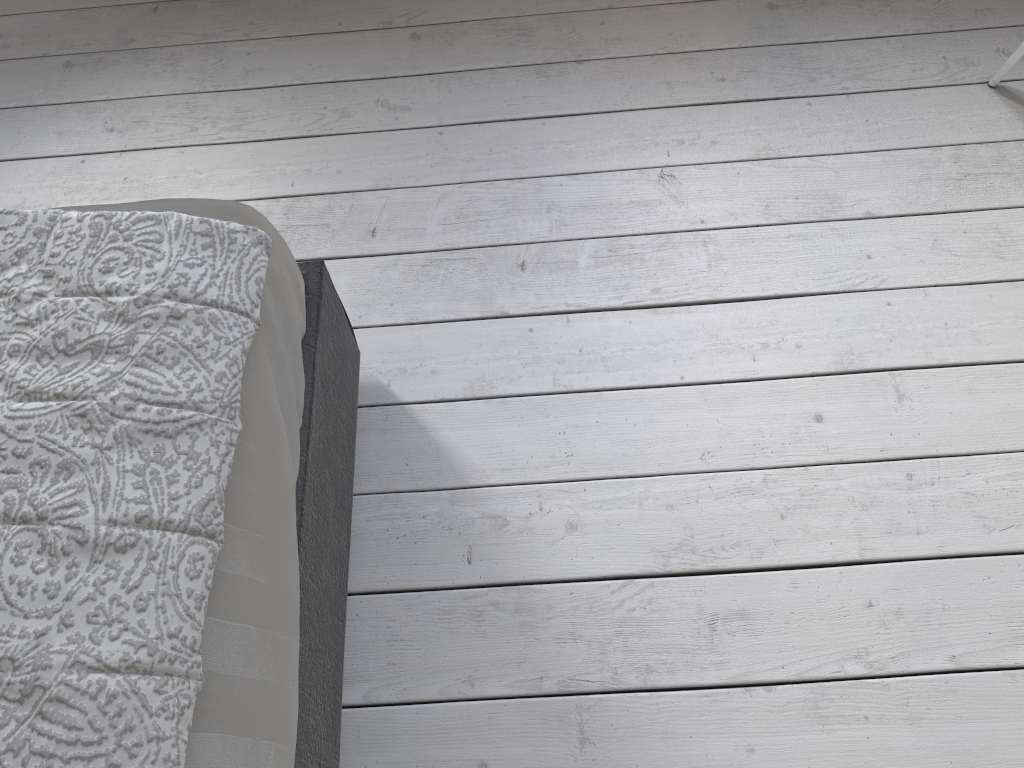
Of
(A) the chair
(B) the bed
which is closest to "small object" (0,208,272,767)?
(B) the bed

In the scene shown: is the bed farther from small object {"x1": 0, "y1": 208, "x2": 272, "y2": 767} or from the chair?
the chair

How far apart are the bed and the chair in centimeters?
146cm

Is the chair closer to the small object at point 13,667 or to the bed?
the bed

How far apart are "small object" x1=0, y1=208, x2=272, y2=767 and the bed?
0.0 meters

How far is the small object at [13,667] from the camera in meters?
0.8

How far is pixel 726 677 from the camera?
1.3 meters

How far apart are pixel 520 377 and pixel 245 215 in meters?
0.6

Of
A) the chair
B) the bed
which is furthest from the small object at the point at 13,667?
the chair

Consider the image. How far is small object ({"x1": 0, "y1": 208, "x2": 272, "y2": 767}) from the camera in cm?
80
